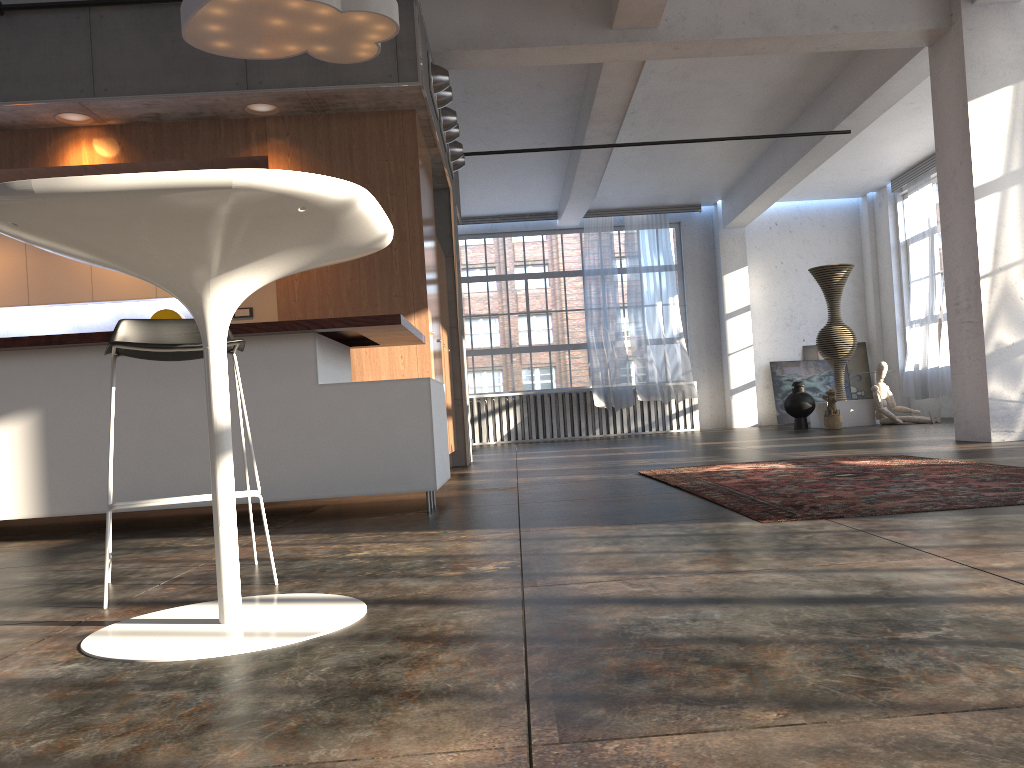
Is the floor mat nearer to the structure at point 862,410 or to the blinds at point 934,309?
the structure at point 862,410

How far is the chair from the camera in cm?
251

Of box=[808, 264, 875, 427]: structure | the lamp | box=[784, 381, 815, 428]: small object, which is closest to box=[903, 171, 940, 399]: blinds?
box=[808, 264, 875, 427]: structure

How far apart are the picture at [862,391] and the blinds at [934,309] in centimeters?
148cm

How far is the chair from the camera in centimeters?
251cm

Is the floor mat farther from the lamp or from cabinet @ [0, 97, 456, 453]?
the lamp

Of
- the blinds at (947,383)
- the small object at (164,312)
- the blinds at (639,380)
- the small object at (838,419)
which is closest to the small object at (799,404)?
the small object at (838,419)

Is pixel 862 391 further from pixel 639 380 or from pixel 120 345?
pixel 120 345

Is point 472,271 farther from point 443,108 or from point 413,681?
point 413,681

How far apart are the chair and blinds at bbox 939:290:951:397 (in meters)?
12.25
